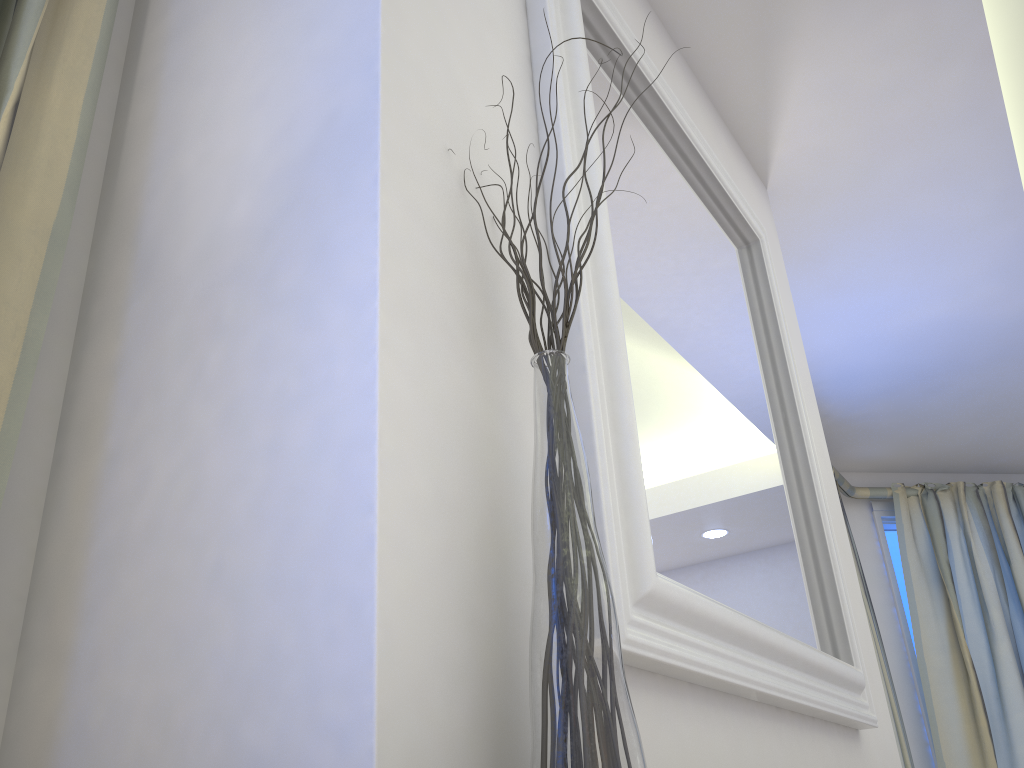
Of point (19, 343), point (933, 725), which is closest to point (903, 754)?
point (933, 725)

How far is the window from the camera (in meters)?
3.36

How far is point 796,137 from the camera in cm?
194

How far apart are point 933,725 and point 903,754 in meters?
0.4 m

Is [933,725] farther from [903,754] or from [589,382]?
[589,382]

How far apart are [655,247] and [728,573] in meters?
0.4

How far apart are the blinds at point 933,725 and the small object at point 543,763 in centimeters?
311cm

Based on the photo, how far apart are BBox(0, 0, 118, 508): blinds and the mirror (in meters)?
0.45

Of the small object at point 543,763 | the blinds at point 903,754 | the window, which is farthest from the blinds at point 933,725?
the small object at point 543,763

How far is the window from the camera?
3.4 meters
